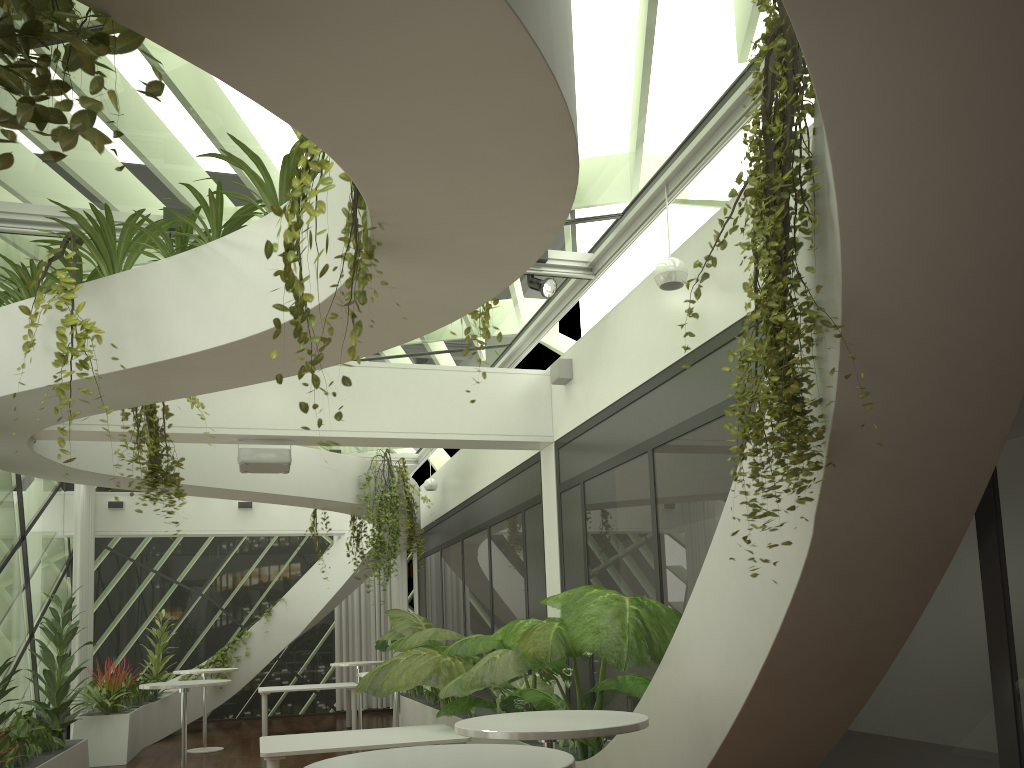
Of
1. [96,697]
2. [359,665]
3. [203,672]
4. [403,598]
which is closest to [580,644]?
[359,665]

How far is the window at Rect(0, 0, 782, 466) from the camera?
4.9 meters

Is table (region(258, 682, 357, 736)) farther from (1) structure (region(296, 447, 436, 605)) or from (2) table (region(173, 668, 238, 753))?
(1) structure (region(296, 447, 436, 605))

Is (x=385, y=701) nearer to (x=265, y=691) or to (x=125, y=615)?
(x=265, y=691)

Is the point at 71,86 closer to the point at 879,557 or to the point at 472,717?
the point at 879,557

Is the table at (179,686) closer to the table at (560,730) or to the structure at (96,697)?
the structure at (96,697)

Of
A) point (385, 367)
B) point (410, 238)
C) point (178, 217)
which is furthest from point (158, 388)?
point (410, 238)

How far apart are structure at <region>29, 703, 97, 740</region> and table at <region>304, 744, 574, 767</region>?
11.6m

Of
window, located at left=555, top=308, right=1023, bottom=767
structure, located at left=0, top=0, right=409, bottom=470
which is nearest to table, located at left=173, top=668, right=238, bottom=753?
window, located at left=555, top=308, right=1023, bottom=767

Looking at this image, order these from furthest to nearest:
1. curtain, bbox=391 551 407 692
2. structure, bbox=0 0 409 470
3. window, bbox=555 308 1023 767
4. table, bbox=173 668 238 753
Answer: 1. curtain, bbox=391 551 407 692
2. table, bbox=173 668 238 753
3. window, bbox=555 308 1023 767
4. structure, bbox=0 0 409 470
